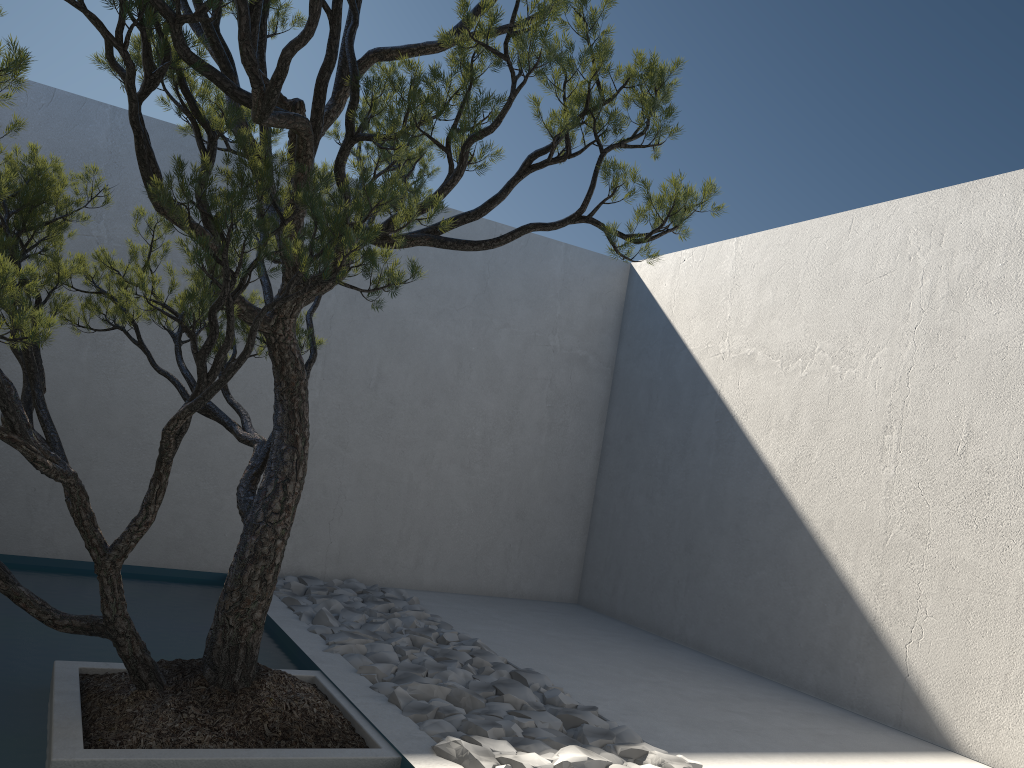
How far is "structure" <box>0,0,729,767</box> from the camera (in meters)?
2.29

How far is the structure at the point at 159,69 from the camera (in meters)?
2.29

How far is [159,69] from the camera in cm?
229
